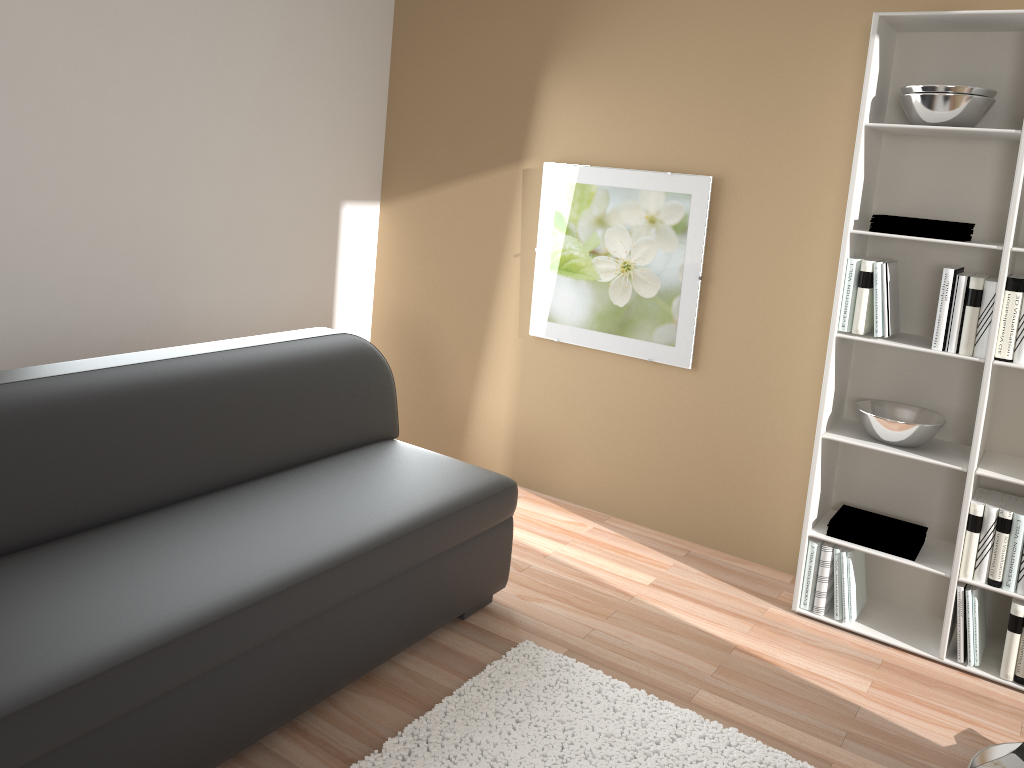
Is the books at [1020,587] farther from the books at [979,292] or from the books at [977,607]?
the books at [979,292]

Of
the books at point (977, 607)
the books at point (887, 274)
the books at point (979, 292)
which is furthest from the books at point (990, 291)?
the books at point (977, 607)

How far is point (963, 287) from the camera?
2.87m

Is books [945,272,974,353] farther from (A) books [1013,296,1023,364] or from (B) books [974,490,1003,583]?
(B) books [974,490,1003,583]

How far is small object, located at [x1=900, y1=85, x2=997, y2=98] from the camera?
2.8 meters

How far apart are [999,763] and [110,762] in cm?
229

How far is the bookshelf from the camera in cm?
295

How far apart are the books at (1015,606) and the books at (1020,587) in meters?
0.0

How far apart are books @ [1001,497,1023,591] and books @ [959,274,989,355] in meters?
0.5 m

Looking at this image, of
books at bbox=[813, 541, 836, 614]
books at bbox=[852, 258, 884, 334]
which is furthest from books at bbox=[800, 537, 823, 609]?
books at bbox=[852, 258, 884, 334]
